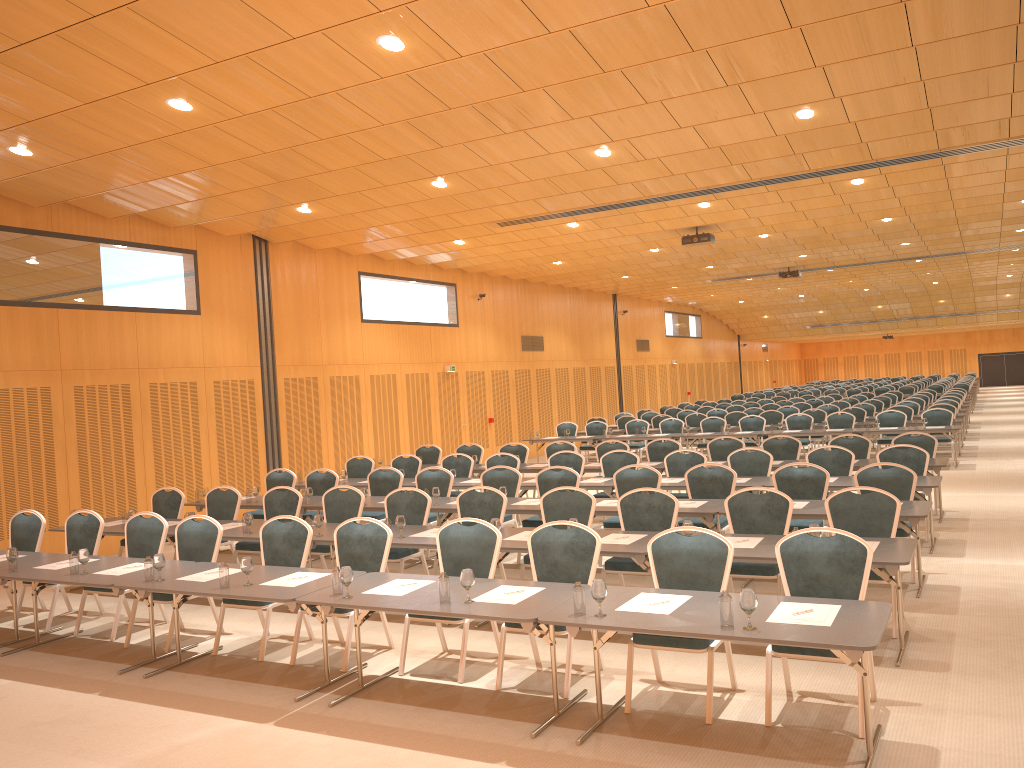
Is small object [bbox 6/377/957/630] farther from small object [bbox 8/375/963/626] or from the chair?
the chair

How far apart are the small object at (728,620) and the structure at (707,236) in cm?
1142

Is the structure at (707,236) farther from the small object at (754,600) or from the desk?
the small object at (754,600)

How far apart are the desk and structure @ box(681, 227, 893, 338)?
4.26m

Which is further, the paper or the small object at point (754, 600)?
the paper

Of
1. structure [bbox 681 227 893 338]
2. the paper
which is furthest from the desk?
structure [bbox 681 227 893 338]

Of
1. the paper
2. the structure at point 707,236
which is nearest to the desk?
the paper

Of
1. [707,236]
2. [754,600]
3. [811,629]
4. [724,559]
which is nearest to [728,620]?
[754,600]

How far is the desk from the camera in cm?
472

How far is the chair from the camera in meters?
6.0
